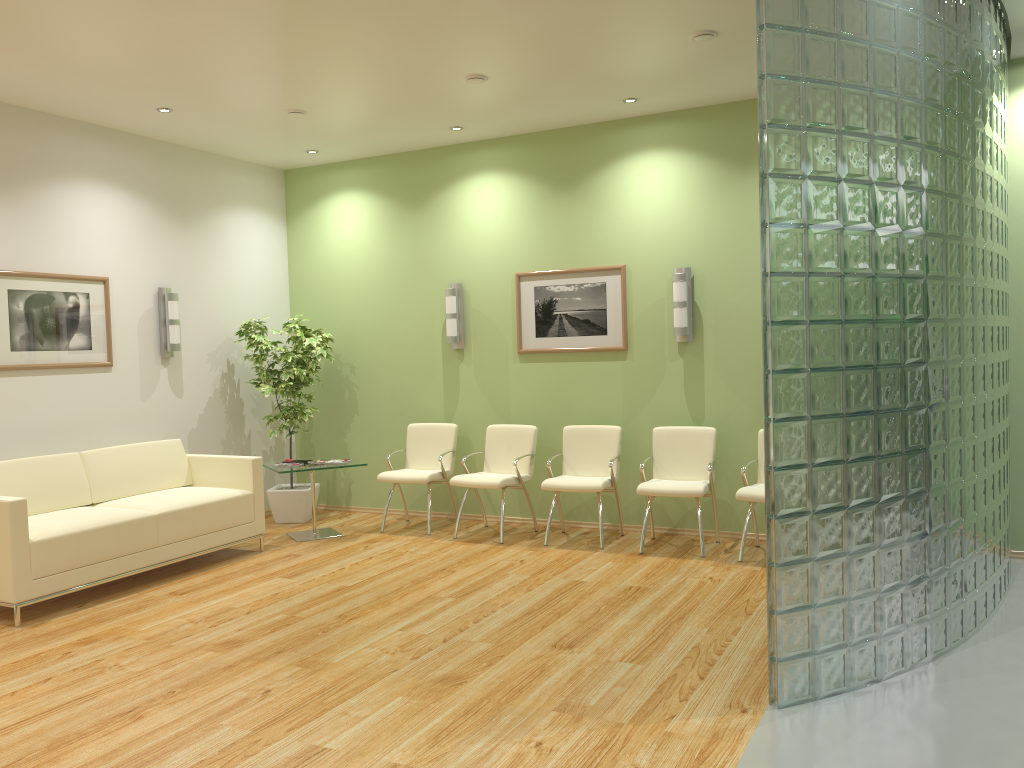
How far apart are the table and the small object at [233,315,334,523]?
0.5m

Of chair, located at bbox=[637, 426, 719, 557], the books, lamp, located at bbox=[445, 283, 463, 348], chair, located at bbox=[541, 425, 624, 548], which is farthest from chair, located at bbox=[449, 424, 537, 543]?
the books

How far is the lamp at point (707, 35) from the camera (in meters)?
5.21

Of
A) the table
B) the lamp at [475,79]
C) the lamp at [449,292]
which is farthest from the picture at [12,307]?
the lamp at [475,79]

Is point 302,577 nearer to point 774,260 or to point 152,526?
point 152,526

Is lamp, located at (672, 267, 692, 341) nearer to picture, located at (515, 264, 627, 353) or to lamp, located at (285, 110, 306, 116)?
picture, located at (515, 264, 627, 353)

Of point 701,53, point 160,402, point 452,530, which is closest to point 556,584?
point 452,530

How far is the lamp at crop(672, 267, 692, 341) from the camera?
6.85m

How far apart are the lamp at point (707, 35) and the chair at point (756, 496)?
3.0m

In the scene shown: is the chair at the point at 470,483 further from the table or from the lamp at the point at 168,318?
the lamp at the point at 168,318
